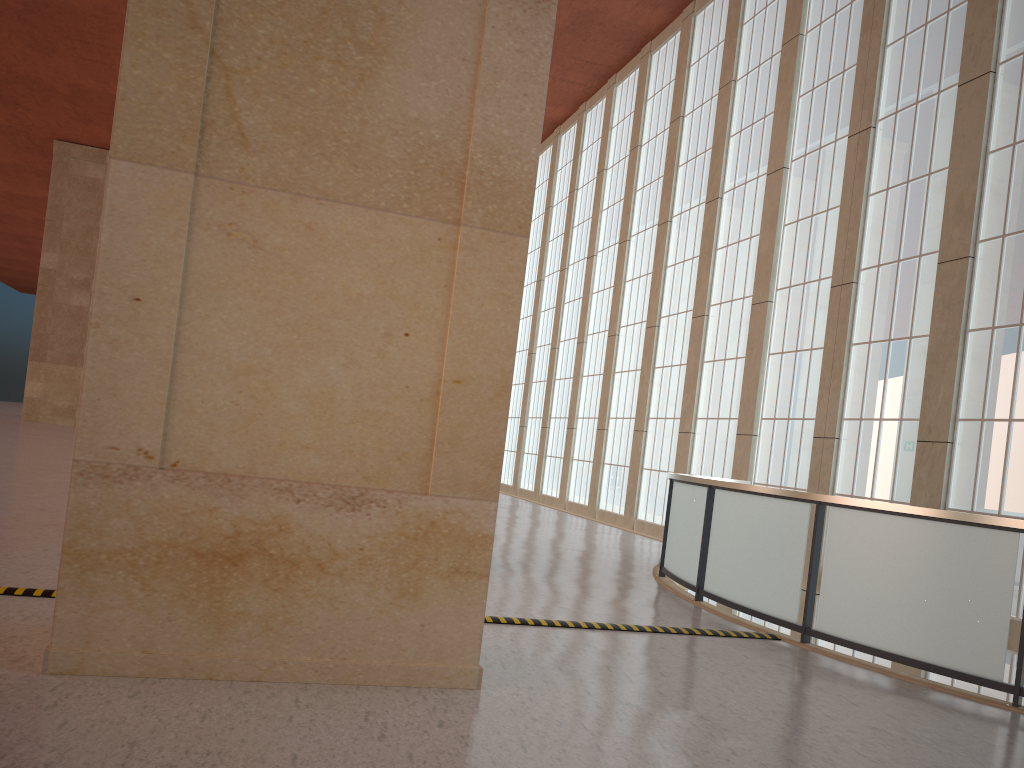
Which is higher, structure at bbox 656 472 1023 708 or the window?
the window

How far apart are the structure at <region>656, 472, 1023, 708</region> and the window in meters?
5.7 m

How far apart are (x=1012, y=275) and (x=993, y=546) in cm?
920

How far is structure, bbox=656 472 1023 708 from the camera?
8.54m

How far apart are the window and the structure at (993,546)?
5.70m

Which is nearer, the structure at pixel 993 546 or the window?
the structure at pixel 993 546

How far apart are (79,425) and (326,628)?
2.2 meters

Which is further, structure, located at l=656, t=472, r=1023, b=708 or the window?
the window

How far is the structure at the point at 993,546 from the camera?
8.54m
